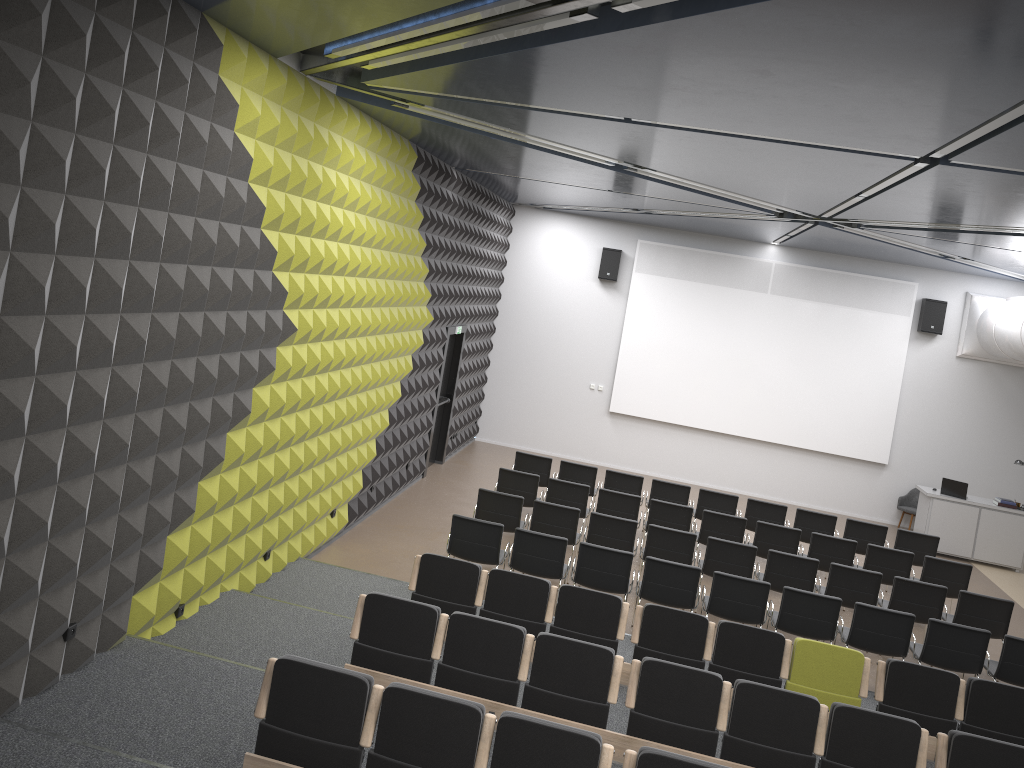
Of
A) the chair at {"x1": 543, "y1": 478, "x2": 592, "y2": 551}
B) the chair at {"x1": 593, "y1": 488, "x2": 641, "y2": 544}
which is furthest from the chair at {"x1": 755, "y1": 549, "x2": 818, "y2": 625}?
the chair at {"x1": 543, "y1": 478, "x2": 592, "y2": 551}

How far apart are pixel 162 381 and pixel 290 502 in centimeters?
308cm

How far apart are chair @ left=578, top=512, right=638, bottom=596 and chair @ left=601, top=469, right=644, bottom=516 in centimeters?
258cm

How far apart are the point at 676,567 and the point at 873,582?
2.6 meters

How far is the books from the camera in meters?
14.7

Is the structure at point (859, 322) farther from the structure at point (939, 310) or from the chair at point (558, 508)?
the chair at point (558, 508)

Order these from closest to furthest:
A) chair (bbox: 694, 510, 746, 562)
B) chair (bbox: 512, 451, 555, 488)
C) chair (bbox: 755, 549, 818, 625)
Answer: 1. chair (bbox: 755, 549, 818, 625)
2. chair (bbox: 694, 510, 746, 562)
3. chair (bbox: 512, 451, 555, 488)

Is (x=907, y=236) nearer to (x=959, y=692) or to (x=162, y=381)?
(x=959, y=692)

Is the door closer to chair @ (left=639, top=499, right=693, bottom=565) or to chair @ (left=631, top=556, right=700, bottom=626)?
chair @ (left=639, top=499, right=693, bottom=565)

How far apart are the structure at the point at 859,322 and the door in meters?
3.7
